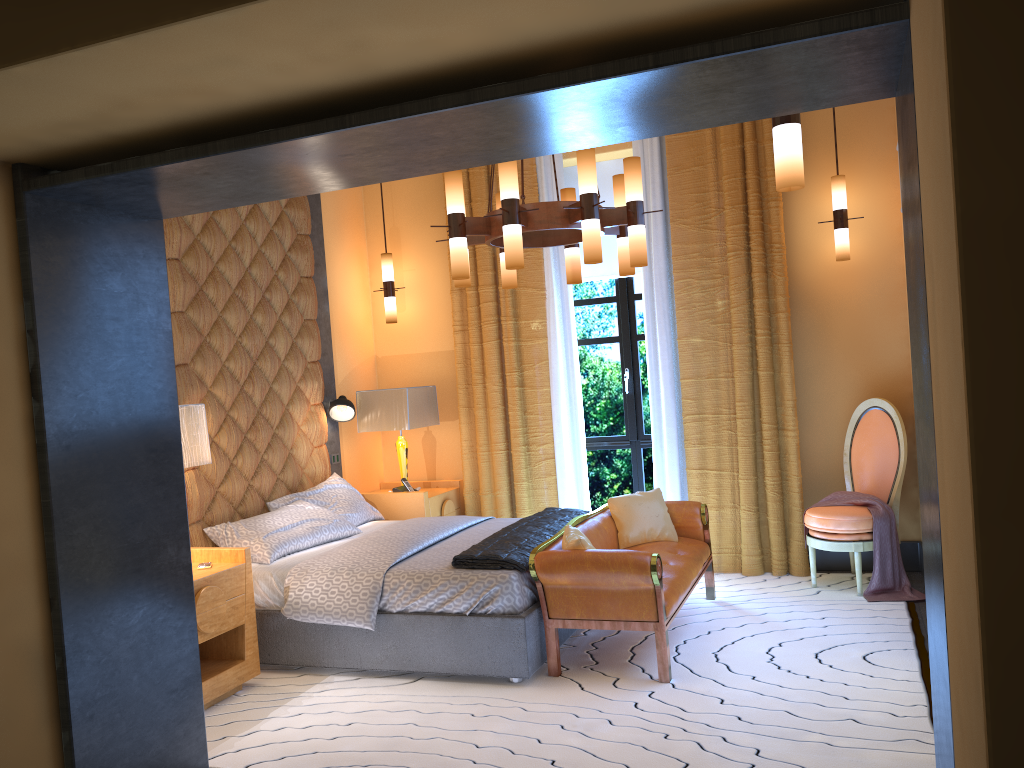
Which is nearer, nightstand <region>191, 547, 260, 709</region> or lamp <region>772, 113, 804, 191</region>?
lamp <region>772, 113, 804, 191</region>

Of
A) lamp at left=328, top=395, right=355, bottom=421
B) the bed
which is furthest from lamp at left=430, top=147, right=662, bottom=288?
lamp at left=328, top=395, right=355, bottom=421

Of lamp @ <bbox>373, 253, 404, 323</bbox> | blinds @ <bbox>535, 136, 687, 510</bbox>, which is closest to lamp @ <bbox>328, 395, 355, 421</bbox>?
lamp @ <bbox>373, 253, 404, 323</bbox>

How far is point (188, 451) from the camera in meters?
4.2

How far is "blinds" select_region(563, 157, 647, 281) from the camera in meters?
6.6 m

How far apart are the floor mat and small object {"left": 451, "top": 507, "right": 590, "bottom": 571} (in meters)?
0.52

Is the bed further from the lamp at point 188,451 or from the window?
the window

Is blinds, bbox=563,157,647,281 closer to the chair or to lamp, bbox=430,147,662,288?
lamp, bbox=430,147,662,288

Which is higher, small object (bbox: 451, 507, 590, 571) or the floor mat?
small object (bbox: 451, 507, 590, 571)

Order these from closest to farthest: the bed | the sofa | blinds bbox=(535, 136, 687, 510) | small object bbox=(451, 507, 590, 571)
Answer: the sofa < the bed < small object bbox=(451, 507, 590, 571) < blinds bbox=(535, 136, 687, 510)
